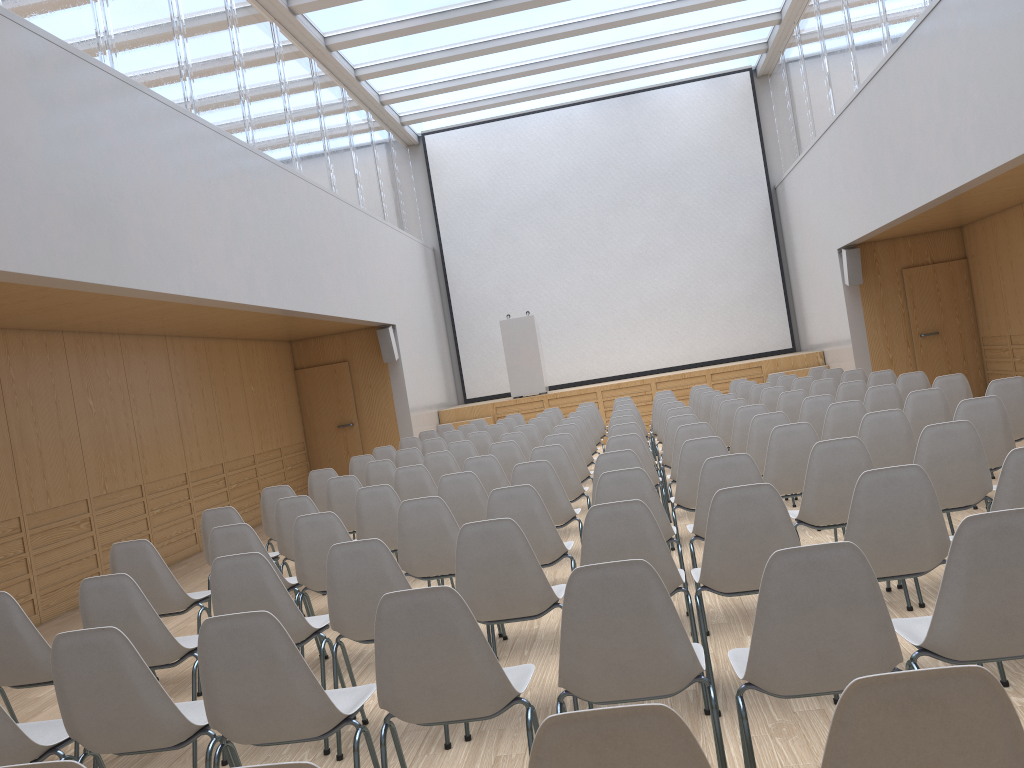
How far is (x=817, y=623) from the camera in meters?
A: 2.3

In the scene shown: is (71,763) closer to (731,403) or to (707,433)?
(707,433)

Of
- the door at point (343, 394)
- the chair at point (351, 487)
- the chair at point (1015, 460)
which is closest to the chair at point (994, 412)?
the chair at point (1015, 460)

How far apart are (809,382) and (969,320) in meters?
3.9

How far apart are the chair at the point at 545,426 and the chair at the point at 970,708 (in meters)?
9.02

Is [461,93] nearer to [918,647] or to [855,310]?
[855,310]

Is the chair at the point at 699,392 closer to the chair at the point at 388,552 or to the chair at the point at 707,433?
the chair at the point at 707,433

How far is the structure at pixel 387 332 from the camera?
13.2m

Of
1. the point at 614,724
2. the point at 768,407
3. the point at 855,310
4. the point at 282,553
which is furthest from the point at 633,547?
the point at 855,310

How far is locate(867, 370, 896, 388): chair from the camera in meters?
8.9 m
